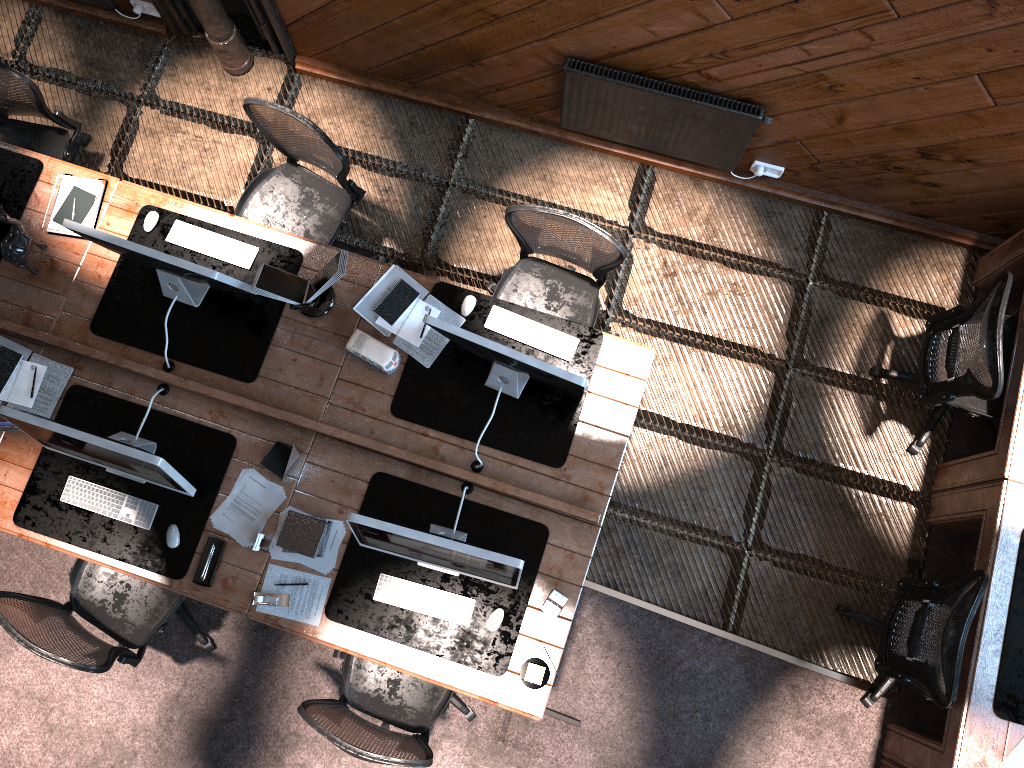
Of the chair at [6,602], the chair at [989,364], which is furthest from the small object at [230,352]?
the chair at [989,364]

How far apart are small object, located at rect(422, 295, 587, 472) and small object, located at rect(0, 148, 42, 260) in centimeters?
222cm

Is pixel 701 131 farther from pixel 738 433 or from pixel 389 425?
pixel 389 425

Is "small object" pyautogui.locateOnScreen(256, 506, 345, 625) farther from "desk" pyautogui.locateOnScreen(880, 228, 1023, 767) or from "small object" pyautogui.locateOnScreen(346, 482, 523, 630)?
"desk" pyautogui.locateOnScreen(880, 228, 1023, 767)

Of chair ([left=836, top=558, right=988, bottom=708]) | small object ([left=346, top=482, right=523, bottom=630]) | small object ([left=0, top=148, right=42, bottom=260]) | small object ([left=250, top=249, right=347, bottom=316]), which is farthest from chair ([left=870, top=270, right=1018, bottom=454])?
small object ([left=0, top=148, right=42, bottom=260])

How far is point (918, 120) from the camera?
4.1m

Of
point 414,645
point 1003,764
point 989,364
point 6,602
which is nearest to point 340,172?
point 414,645

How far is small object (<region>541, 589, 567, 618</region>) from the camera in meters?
3.9 m

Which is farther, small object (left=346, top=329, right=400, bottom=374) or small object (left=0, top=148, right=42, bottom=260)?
small object (left=0, top=148, right=42, bottom=260)

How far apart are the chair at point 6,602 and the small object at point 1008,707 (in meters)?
3.66
